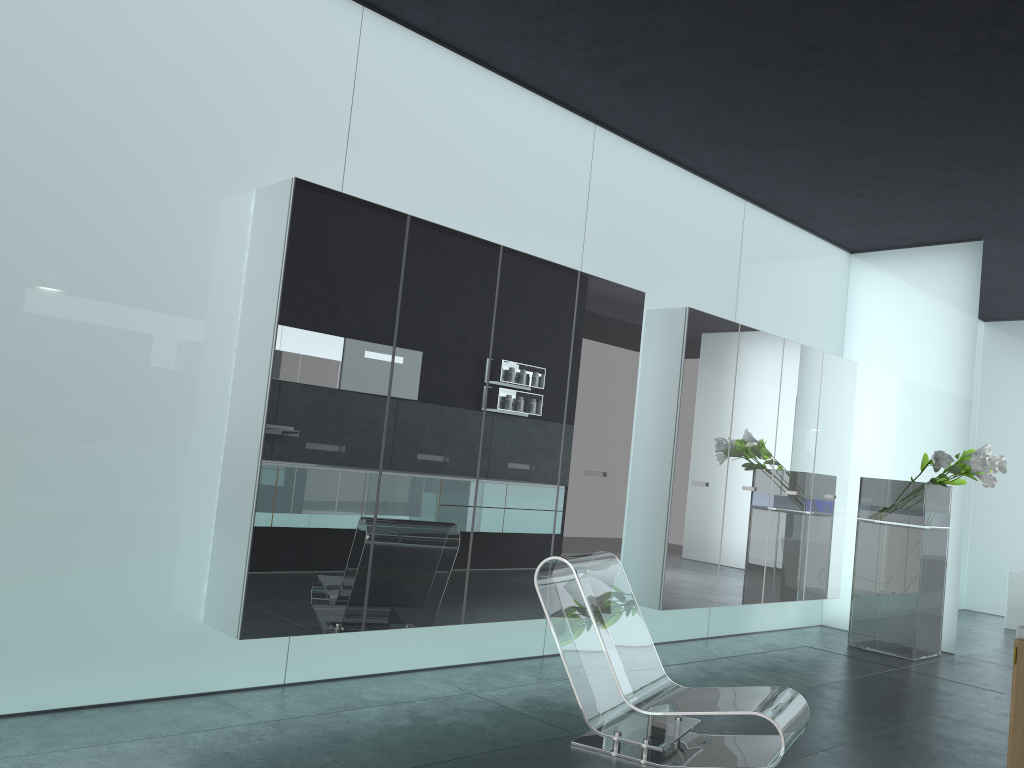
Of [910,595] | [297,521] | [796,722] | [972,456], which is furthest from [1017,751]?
[910,595]

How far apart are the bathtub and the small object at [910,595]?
3.0m

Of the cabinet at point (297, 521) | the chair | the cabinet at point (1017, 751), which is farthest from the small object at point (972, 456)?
the cabinet at point (1017, 751)

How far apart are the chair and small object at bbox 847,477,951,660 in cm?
369

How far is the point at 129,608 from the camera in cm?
416

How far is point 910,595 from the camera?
7.4m

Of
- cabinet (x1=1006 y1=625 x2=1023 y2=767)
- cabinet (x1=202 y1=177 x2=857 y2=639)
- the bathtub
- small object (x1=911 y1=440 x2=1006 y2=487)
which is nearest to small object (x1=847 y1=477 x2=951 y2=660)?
small object (x1=911 y1=440 x2=1006 y2=487)

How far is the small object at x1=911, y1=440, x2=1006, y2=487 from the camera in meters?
7.2

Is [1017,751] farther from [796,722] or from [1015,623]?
[1015,623]

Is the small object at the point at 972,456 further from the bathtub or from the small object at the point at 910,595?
the bathtub
